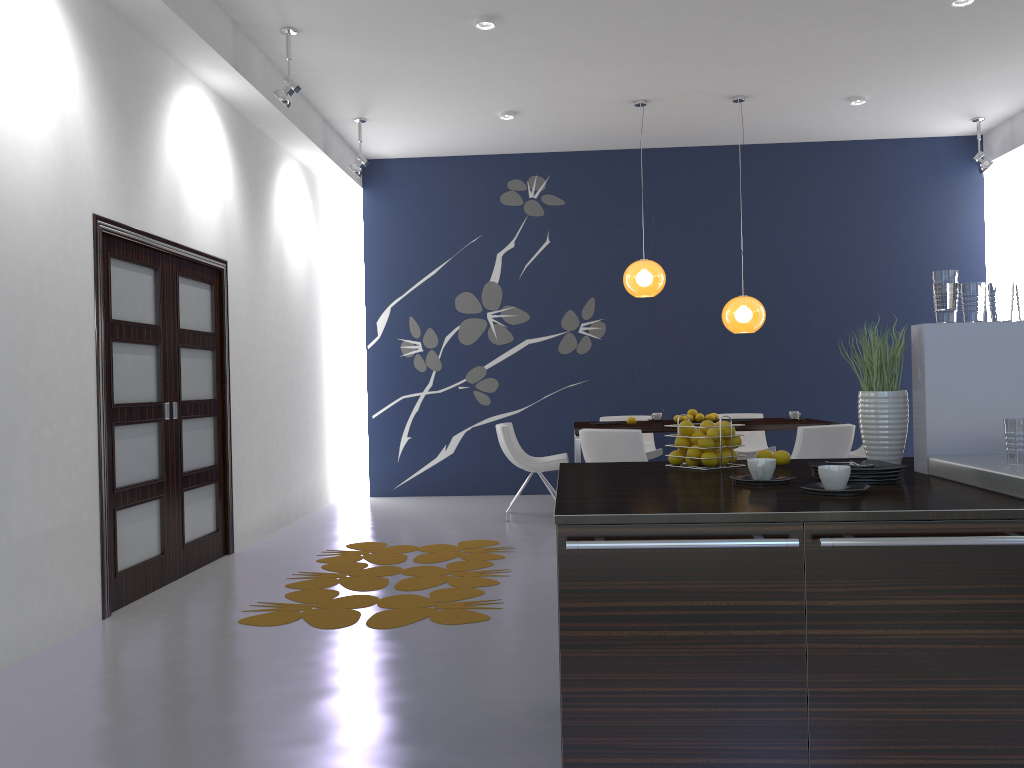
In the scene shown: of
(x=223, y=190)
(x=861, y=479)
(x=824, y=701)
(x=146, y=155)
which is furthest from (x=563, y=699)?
(x=223, y=190)

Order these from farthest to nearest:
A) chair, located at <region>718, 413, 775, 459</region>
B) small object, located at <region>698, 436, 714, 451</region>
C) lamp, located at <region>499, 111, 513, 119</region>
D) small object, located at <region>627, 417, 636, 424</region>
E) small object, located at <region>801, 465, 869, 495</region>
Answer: chair, located at <region>718, 413, 775, 459</region>
lamp, located at <region>499, 111, 513, 119</region>
small object, located at <region>627, 417, 636, 424</region>
small object, located at <region>698, 436, 714, 451</region>
small object, located at <region>801, 465, 869, 495</region>

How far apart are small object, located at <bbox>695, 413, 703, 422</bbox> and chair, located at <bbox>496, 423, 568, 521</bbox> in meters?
1.2 m

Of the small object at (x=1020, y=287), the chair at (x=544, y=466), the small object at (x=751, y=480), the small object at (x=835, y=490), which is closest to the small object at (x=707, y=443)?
the small object at (x=751, y=480)

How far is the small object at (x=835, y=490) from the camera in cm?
219

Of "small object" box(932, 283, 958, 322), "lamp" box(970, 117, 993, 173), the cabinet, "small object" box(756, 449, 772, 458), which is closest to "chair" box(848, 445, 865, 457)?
"lamp" box(970, 117, 993, 173)

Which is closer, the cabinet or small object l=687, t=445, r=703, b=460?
the cabinet

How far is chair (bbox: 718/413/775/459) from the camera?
8.3 meters

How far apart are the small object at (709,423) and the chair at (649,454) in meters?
5.2 m

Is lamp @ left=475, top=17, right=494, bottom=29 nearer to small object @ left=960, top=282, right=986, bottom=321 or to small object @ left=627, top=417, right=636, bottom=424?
small object @ left=627, top=417, right=636, bottom=424
